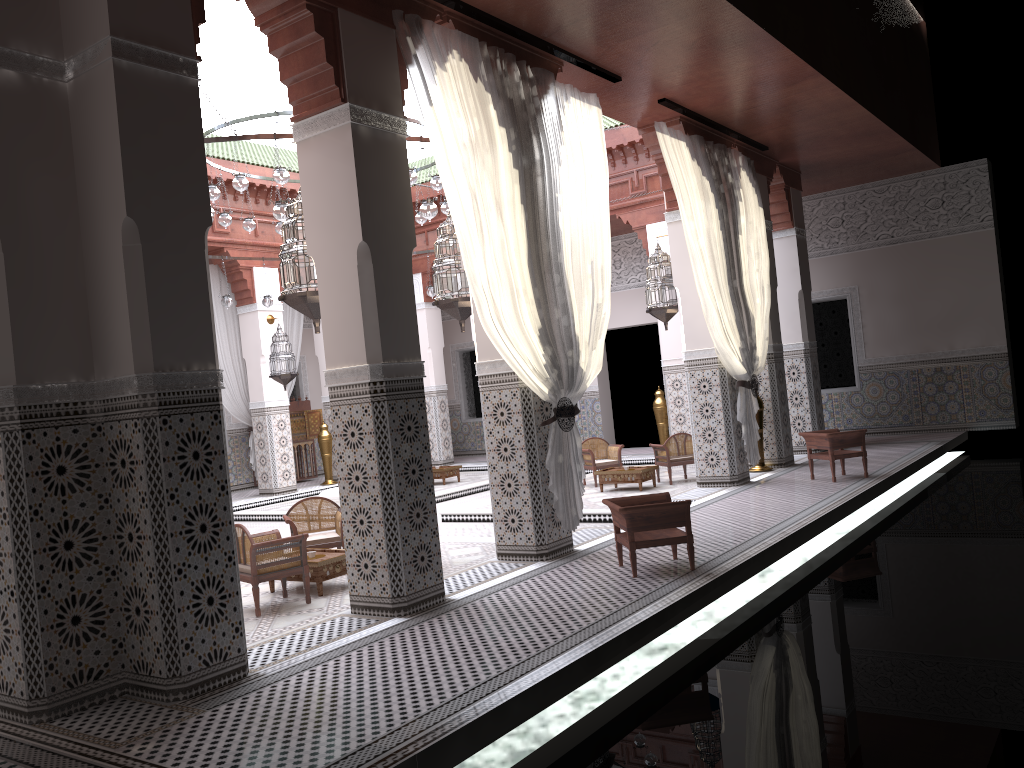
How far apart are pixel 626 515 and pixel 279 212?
1.85m

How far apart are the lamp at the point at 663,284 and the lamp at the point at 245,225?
2.4m

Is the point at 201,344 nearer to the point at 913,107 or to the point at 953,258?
the point at 913,107

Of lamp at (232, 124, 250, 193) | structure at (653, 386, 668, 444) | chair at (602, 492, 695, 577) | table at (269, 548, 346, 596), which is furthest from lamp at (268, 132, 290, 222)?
structure at (653, 386, 668, 444)

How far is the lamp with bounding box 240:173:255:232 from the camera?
5.4 meters

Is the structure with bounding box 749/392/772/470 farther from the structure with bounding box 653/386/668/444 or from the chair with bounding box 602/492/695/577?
the chair with bounding box 602/492/695/577

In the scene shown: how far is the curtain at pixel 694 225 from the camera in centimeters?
439cm

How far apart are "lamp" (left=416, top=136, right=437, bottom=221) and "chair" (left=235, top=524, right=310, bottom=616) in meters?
1.5 m

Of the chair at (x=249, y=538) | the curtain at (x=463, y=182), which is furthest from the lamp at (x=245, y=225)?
the chair at (x=249, y=538)

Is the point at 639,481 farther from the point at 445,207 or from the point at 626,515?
the point at 626,515
